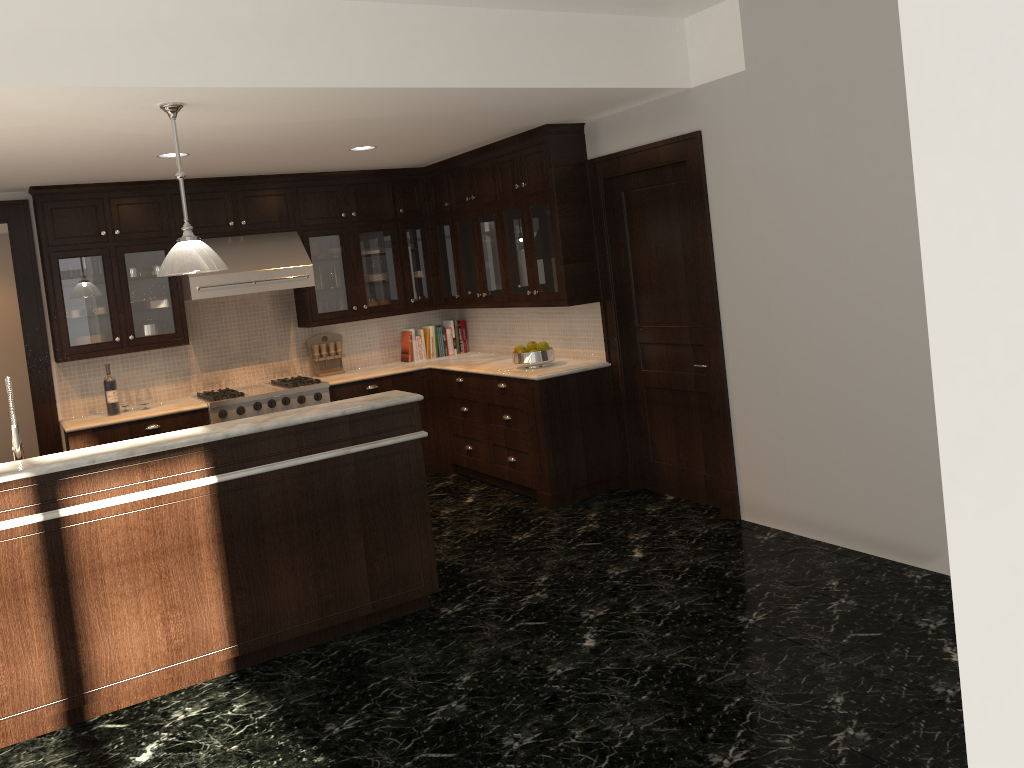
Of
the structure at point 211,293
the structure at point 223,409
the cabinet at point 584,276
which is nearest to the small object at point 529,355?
the cabinet at point 584,276

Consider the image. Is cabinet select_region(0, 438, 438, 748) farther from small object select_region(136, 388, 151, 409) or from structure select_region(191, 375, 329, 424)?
small object select_region(136, 388, 151, 409)

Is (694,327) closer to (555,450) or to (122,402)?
(555,450)

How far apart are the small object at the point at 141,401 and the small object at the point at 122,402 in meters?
Result: 0.1

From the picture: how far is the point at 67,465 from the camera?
3.61m

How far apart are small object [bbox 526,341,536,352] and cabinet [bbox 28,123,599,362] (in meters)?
0.31

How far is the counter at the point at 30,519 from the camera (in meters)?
3.55

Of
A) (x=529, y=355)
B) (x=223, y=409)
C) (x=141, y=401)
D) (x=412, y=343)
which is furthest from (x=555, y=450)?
(x=141, y=401)

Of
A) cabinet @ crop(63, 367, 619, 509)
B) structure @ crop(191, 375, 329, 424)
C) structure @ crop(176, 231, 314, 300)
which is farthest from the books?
structure @ crop(176, 231, 314, 300)

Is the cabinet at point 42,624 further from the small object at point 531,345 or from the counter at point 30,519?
the small object at point 531,345
